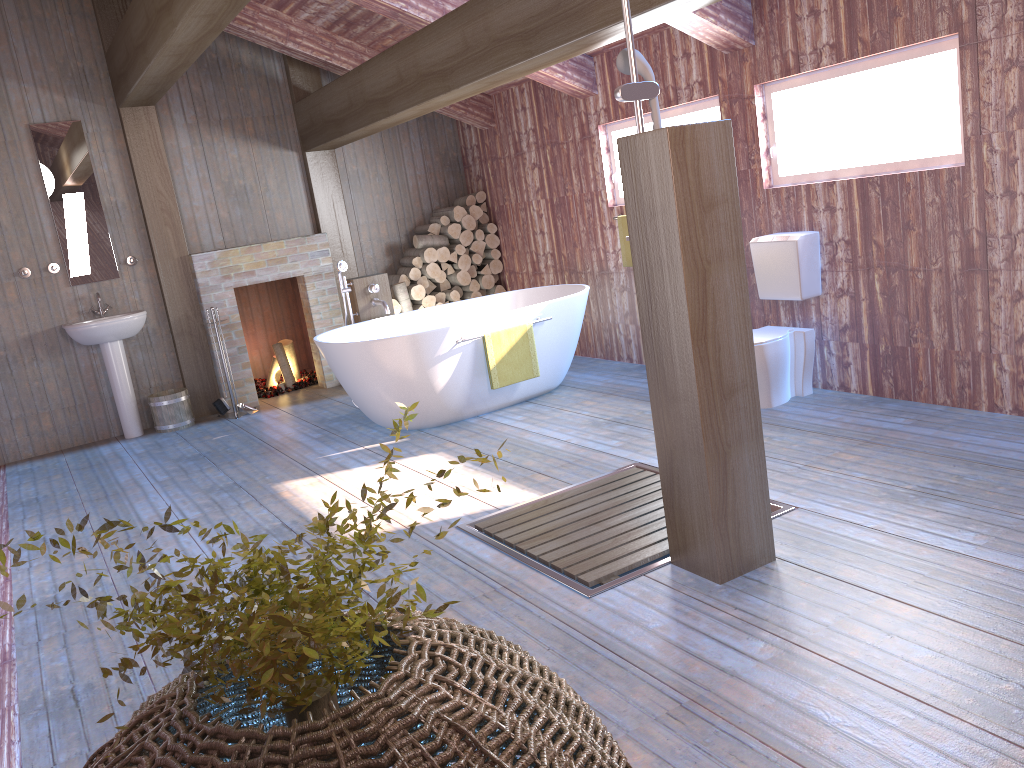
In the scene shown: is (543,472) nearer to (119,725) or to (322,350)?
(322,350)

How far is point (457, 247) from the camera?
7.8m

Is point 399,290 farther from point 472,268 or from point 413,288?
point 472,268

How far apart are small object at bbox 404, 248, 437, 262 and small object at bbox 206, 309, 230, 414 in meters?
2.1

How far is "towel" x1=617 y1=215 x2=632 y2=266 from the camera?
6.22m

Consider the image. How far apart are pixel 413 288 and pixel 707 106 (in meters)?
3.12

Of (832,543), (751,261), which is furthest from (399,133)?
(832,543)

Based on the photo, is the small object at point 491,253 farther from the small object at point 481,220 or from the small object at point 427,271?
the small object at point 427,271

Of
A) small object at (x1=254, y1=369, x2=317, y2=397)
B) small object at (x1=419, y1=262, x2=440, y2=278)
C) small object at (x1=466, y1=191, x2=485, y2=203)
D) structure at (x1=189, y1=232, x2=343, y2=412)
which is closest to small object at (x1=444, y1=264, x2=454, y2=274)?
small object at (x1=419, y1=262, x2=440, y2=278)

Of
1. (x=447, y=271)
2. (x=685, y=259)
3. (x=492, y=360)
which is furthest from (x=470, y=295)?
(x=685, y=259)
